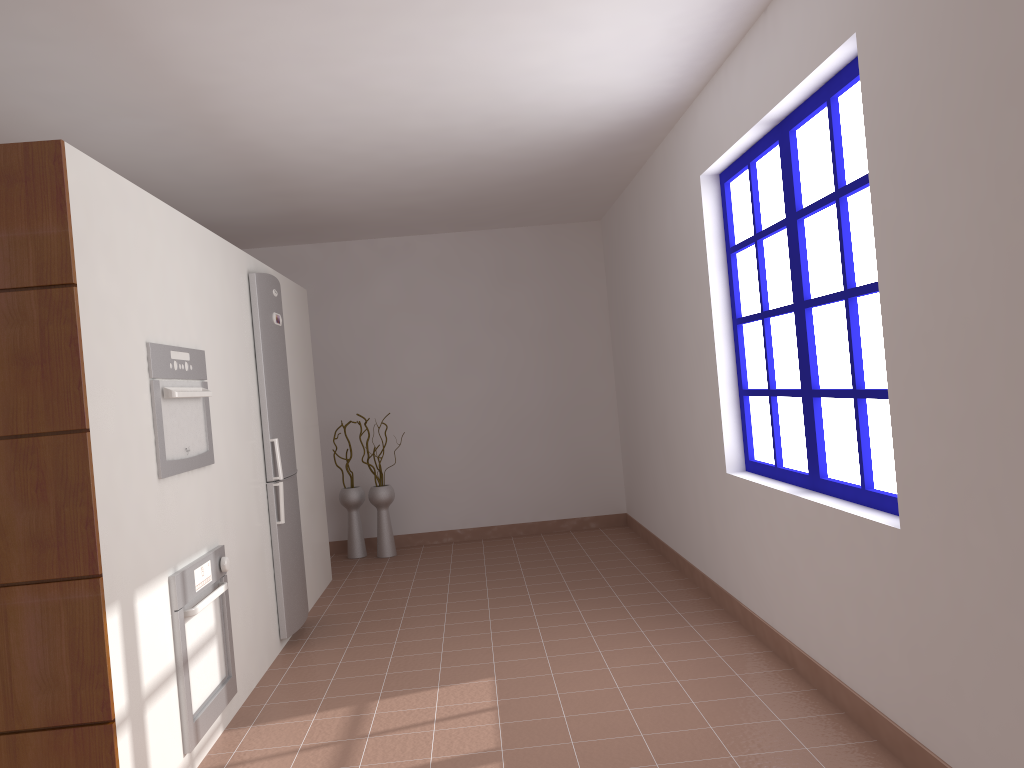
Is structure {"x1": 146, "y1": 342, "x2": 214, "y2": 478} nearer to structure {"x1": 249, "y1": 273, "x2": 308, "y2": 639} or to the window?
structure {"x1": 249, "y1": 273, "x2": 308, "y2": 639}

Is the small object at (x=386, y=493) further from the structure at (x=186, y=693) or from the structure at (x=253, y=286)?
the structure at (x=186, y=693)

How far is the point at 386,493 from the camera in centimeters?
672cm

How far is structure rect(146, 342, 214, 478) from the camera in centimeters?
298cm

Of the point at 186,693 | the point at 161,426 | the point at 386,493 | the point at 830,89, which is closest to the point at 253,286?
the point at 161,426

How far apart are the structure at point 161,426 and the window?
2.28m

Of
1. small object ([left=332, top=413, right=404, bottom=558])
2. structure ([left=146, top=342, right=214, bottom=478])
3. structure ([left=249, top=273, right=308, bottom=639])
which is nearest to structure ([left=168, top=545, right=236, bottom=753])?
structure ([left=146, top=342, right=214, bottom=478])

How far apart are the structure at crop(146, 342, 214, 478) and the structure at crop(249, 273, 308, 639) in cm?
92

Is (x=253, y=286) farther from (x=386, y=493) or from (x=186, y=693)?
(x=386, y=493)

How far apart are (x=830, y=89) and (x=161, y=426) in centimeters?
251cm
